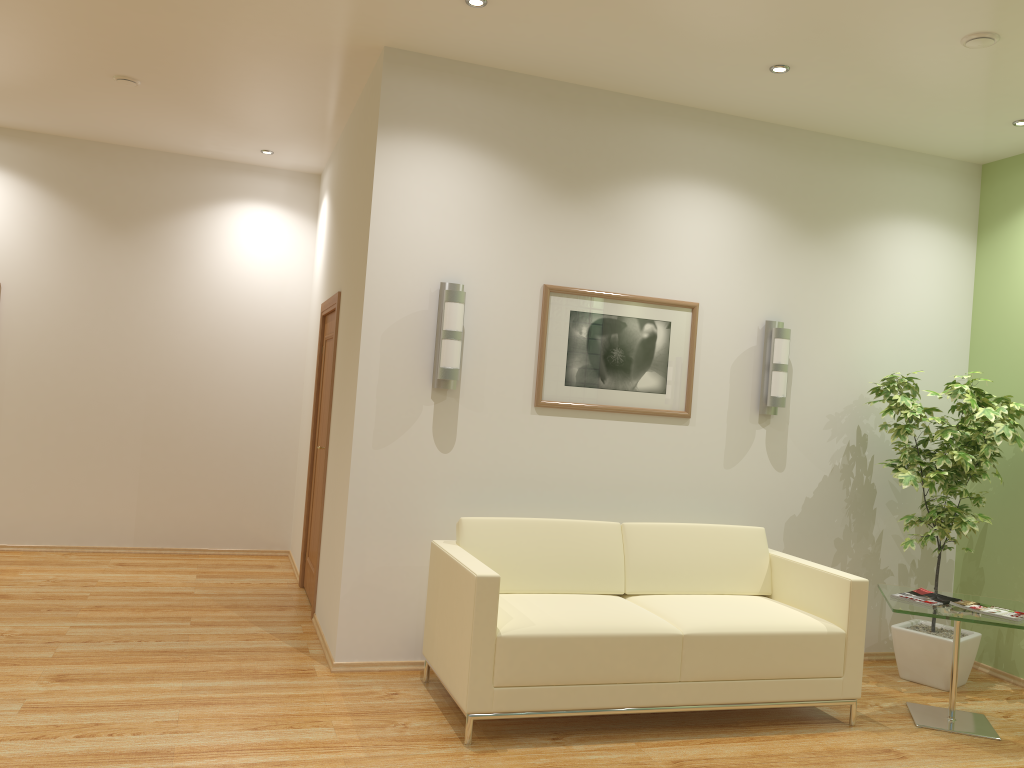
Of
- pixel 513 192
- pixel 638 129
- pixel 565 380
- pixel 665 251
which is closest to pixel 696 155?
pixel 638 129

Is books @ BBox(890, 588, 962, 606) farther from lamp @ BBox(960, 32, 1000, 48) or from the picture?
lamp @ BBox(960, 32, 1000, 48)

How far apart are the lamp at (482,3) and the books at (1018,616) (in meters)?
3.83

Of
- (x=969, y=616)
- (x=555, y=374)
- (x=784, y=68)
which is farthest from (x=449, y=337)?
(x=969, y=616)

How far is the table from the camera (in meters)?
4.39

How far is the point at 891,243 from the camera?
5.8 meters

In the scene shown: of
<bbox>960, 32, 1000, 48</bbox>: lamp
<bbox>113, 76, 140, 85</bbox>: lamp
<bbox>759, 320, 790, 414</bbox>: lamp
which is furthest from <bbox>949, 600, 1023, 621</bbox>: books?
<bbox>113, 76, 140, 85</bbox>: lamp

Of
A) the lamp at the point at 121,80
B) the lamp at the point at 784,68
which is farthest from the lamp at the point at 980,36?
the lamp at the point at 121,80

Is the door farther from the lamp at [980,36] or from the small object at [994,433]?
the lamp at [980,36]

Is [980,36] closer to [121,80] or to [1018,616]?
[1018,616]
